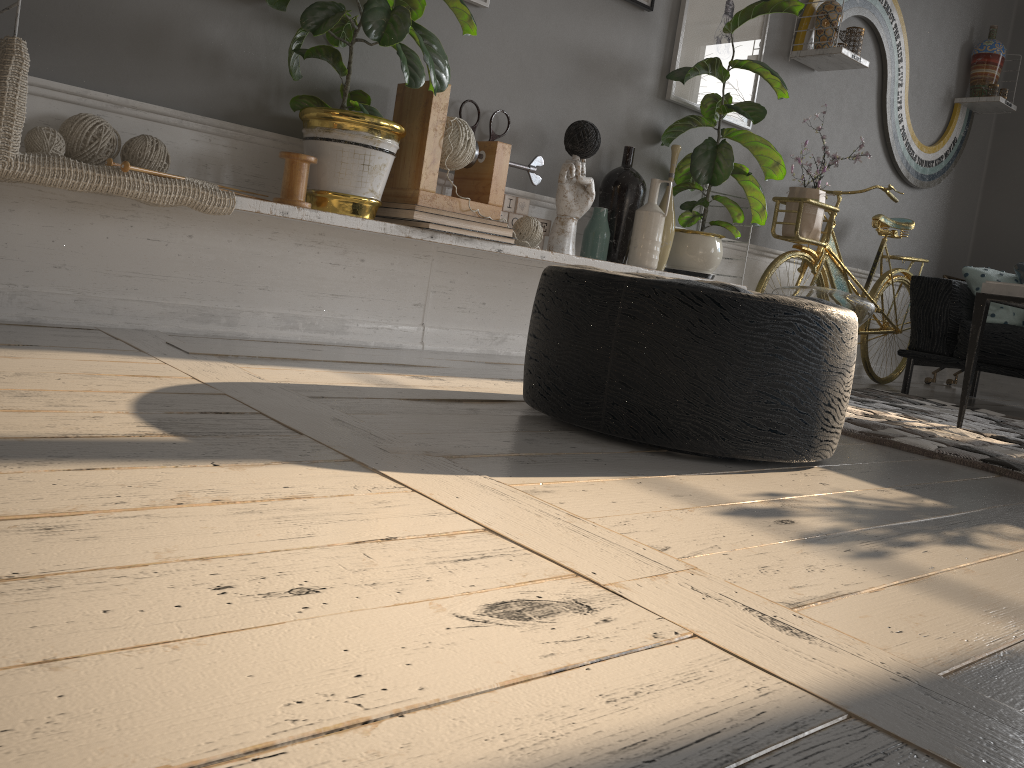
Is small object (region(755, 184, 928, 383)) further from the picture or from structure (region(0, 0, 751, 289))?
structure (region(0, 0, 751, 289))

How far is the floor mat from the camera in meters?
2.3

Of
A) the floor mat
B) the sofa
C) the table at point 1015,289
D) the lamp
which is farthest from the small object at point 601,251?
the sofa

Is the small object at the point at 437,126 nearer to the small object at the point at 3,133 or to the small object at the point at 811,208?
the small object at the point at 3,133

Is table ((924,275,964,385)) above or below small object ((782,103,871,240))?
below

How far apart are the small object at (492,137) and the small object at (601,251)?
0.5 meters

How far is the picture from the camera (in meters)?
3.54

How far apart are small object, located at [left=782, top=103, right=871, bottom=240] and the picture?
0.3m

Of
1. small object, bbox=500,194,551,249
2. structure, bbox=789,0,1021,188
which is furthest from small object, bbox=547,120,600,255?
structure, bbox=789,0,1021,188

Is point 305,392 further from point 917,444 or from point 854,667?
point 917,444
